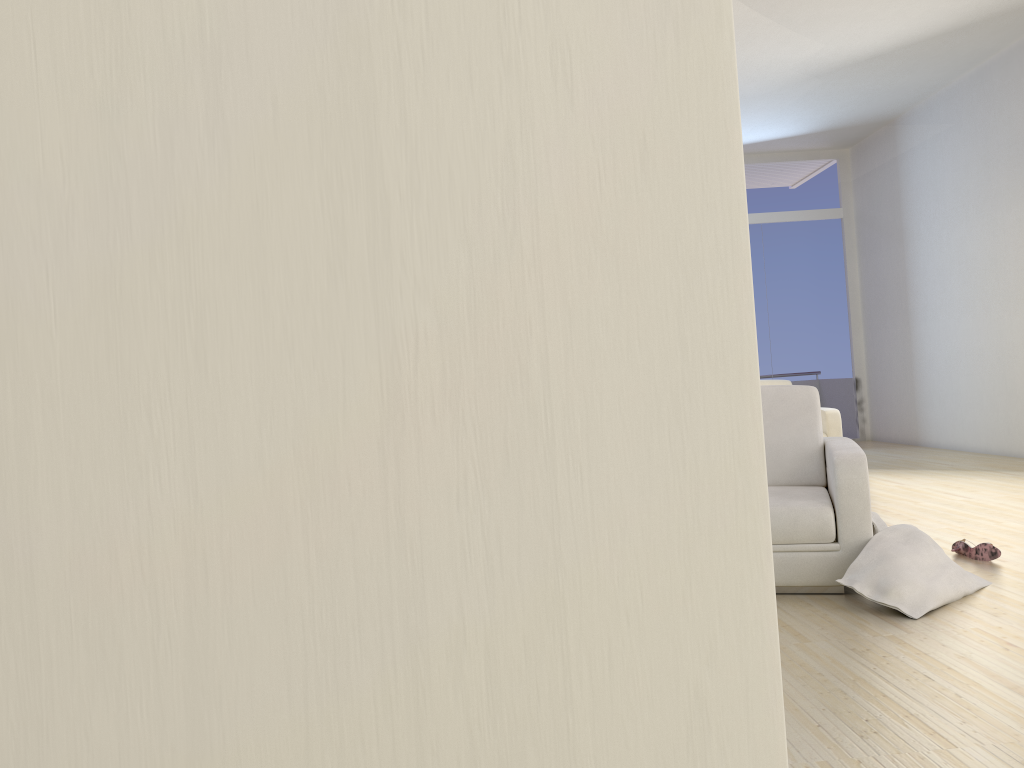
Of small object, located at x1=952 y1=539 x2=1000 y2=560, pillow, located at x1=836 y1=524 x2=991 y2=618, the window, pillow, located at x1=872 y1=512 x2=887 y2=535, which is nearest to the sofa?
the window

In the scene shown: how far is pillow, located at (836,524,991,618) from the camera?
3.3 meters

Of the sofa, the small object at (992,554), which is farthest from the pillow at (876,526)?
the sofa

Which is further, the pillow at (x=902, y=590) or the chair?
the chair

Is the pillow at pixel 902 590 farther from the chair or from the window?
the window

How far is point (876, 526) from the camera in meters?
3.6 m

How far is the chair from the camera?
3.6 meters

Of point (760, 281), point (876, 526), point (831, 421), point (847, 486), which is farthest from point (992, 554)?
point (760, 281)

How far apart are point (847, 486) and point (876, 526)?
0.2 meters

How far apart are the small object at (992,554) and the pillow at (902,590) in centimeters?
46cm
